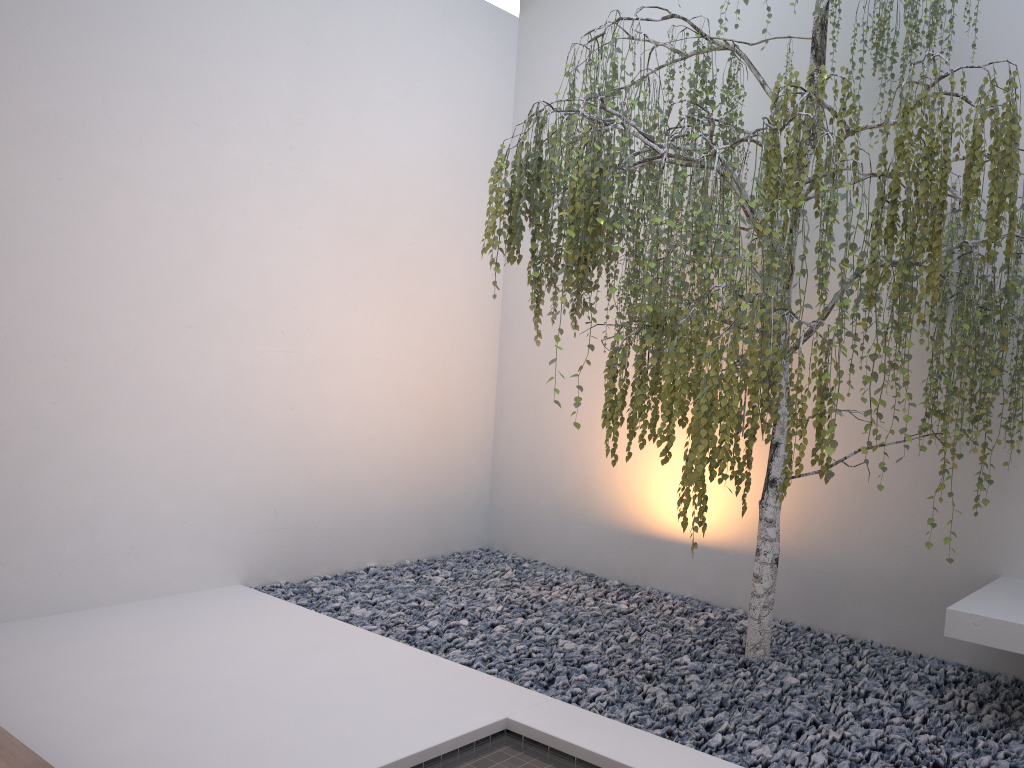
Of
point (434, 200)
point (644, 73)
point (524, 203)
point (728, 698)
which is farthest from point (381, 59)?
point (728, 698)

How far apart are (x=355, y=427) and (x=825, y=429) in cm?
301

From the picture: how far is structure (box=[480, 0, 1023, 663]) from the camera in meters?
2.3

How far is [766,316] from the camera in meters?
2.3 m

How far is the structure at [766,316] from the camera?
2.3 meters
